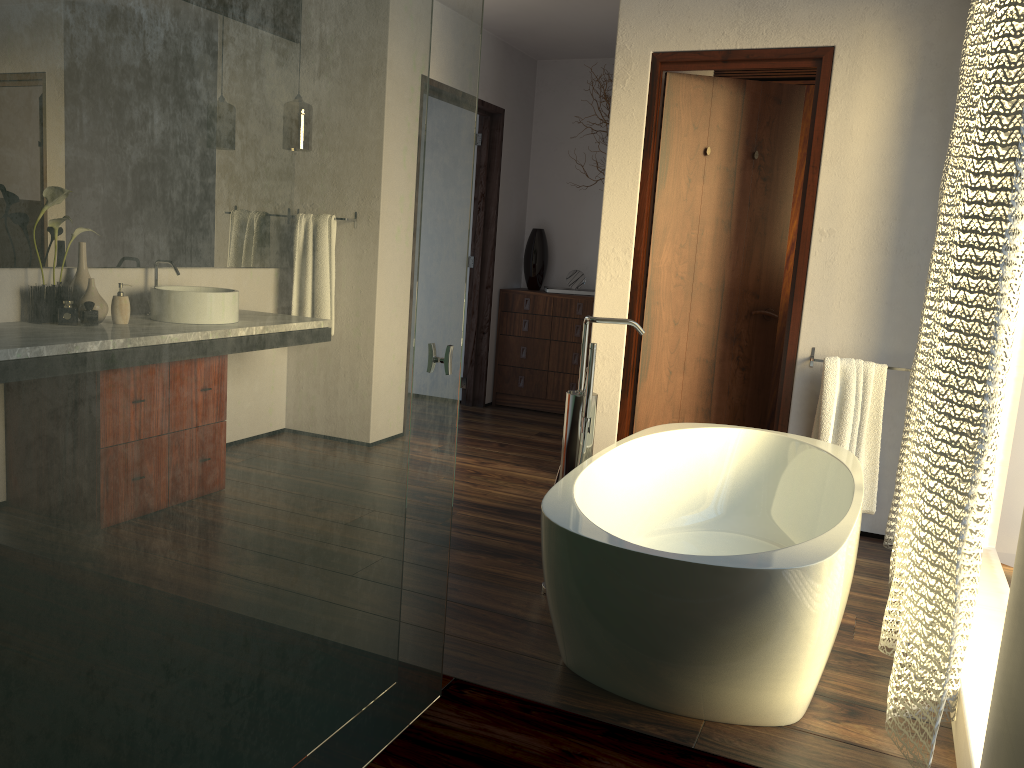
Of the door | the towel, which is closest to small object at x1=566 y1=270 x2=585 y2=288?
the door

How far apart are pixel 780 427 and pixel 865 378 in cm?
43

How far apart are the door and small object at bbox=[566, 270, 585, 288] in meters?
1.9

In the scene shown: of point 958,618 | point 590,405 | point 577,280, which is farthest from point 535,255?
point 958,618

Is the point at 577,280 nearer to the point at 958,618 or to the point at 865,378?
the point at 865,378

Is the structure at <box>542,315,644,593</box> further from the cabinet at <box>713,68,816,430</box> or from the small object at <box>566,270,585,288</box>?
the small object at <box>566,270,585,288</box>

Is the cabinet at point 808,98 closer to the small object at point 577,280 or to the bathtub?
the small object at point 577,280

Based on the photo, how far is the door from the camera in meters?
A: 3.8

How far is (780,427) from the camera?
3.8m

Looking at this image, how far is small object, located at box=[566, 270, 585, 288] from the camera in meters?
5.9 m
